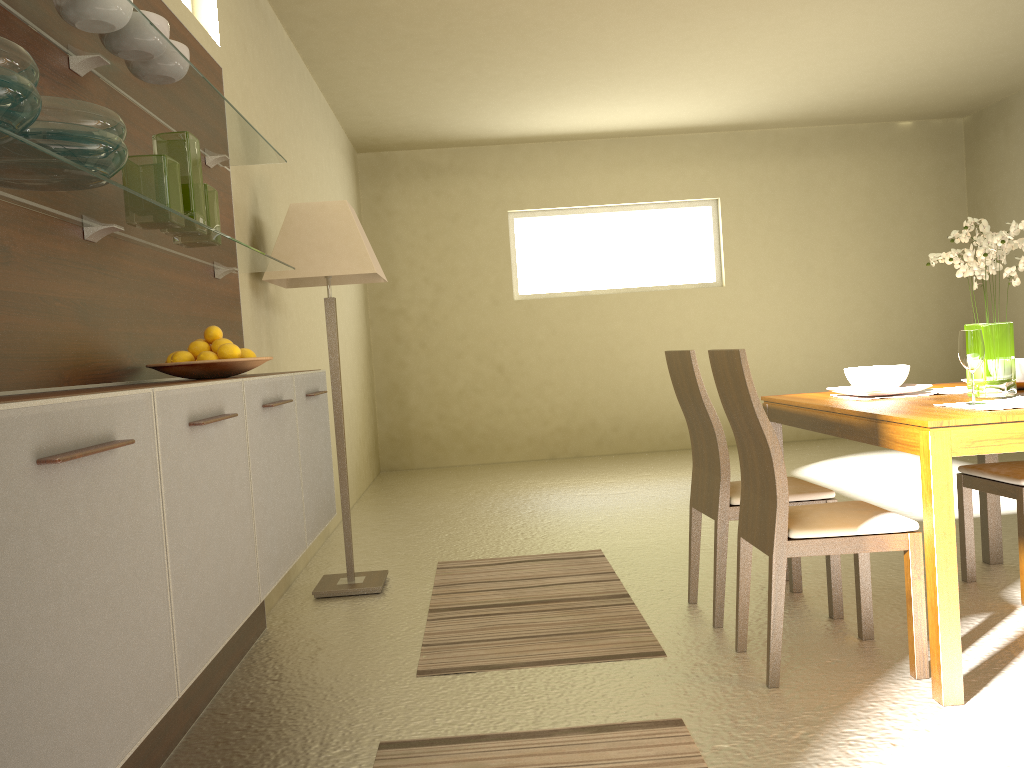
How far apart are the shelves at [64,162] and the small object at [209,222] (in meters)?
0.05

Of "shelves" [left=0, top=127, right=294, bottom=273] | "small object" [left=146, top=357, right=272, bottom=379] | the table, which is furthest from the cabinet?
the table

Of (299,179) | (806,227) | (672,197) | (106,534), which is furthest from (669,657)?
(806,227)

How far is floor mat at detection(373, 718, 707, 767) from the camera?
2.26m

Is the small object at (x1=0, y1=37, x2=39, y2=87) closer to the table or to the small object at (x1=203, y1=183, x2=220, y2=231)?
the small object at (x1=203, y1=183, x2=220, y2=231)

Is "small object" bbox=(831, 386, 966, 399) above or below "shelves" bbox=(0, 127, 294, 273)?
below

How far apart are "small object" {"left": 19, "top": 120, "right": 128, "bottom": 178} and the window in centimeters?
687cm

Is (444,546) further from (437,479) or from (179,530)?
(179,530)

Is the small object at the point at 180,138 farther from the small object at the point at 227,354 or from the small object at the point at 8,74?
the small object at the point at 8,74

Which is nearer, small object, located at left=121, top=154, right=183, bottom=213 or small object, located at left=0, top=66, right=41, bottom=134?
small object, located at left=0, top=66, right=41, bottom=134
